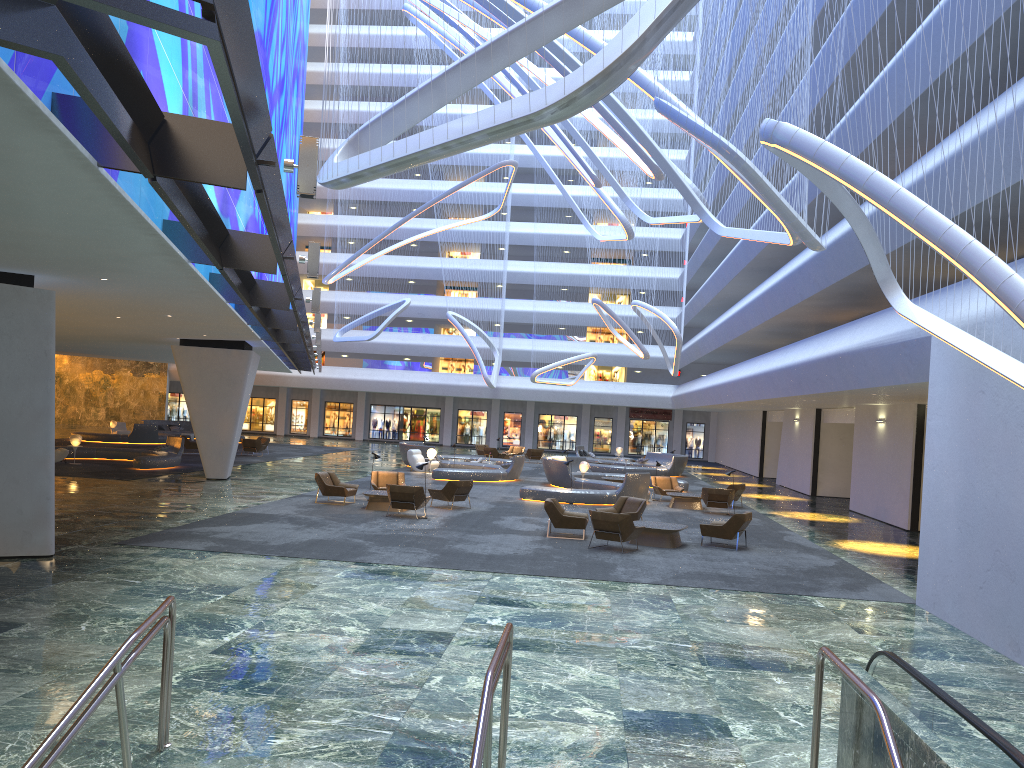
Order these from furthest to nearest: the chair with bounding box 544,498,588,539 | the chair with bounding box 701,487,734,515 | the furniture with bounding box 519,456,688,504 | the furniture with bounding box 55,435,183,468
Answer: the furniture with bounding box 55,435,183,468
the furniture with bounding box 519,456,688,504
the chair with bounding box 701,487,734,515
the chair with bounding box 544,498,588,539

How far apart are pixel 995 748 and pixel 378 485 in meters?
20.4

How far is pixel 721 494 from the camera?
24.9m

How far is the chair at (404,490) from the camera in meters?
20.0 m

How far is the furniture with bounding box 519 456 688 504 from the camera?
25.6 meters

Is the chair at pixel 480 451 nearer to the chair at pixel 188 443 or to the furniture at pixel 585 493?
the furniture at pixel 585 493

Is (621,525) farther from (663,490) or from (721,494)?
(663,490)

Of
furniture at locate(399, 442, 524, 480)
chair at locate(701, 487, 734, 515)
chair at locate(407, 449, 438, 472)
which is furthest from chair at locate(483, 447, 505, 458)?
chair at locate(701, 487, 734, 515)

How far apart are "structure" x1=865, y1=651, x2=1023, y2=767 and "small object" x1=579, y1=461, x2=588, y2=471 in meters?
24.9 m

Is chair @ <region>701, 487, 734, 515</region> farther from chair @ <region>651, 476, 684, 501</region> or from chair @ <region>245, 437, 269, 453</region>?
chair @ <region>245, 437, 269, 453</region>
